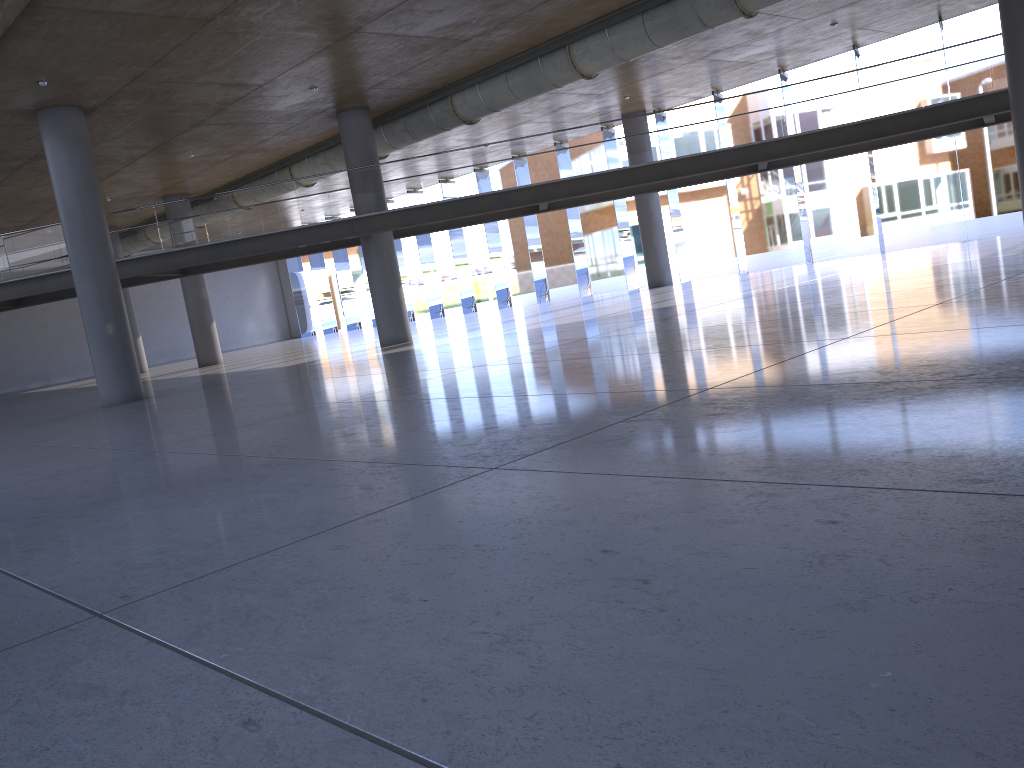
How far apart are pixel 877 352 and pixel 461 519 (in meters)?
4.15
